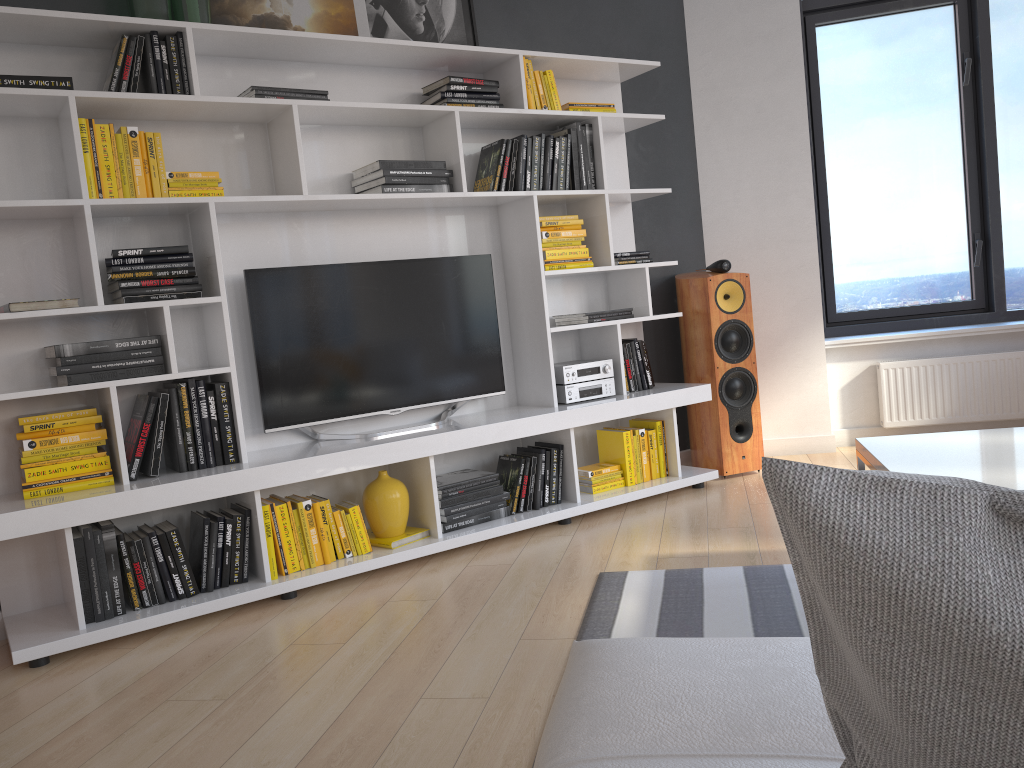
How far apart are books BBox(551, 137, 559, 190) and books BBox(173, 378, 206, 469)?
1.85m

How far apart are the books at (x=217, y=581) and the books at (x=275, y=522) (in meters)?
0.17

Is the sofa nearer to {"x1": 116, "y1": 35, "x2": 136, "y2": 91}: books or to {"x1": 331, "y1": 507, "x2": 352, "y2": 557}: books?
{"x1": 331, "y1": 507, "x2": 352, "y2": 557}: books

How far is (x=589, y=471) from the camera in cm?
404

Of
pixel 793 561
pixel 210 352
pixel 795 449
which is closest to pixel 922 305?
pixel 795 449

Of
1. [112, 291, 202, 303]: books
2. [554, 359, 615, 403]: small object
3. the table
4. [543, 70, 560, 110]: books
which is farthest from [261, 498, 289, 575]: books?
[543, 70, 560, 110]: books

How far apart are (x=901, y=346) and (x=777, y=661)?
4.1m

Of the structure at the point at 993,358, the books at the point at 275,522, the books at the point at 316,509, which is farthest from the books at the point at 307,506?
the structure at the point at 993,358

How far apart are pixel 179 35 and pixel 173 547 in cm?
178

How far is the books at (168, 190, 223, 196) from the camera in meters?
3.1
